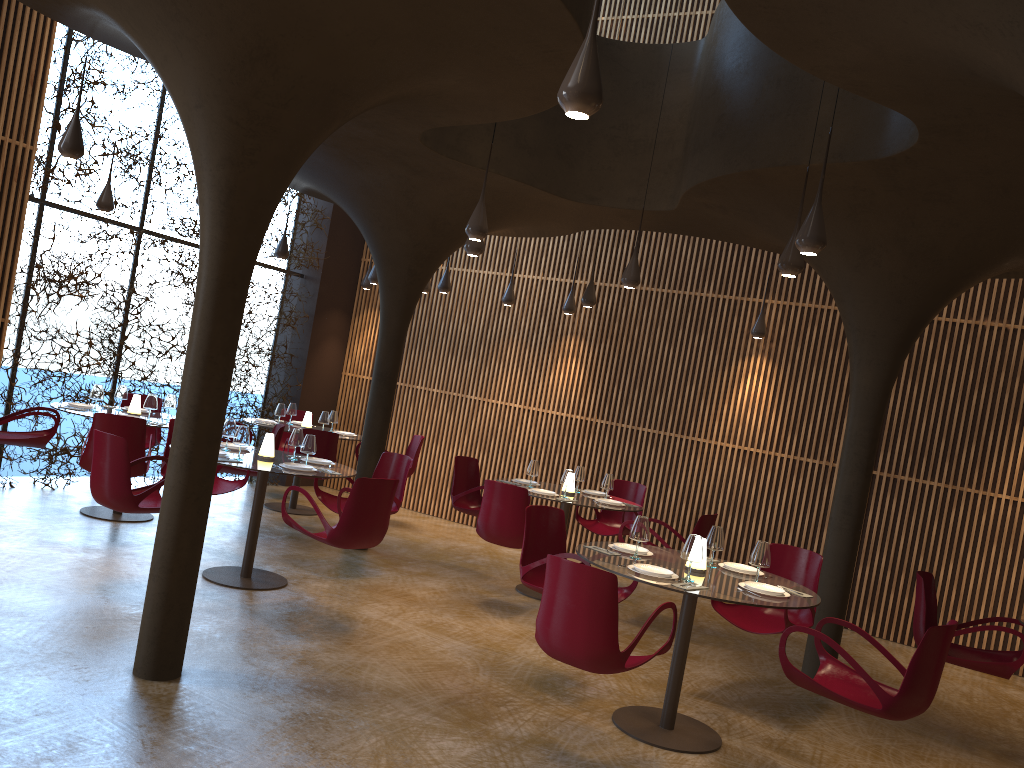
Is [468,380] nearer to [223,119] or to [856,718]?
[856,718]

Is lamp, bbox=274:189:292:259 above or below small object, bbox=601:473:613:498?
above

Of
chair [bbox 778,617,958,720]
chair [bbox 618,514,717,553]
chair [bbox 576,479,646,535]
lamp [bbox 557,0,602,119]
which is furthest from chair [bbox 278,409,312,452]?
lamp [bbox 557,0,602,119]

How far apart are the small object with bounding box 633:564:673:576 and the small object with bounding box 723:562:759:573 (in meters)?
0.83

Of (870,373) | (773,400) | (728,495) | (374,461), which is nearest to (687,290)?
(773,400)

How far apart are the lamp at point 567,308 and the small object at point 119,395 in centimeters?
577cm

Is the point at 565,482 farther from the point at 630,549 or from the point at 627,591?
the point at 630,549

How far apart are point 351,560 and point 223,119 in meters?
5.7

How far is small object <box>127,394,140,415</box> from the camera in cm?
980

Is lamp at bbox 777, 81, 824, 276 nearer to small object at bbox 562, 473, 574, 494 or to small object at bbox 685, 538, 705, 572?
small object at bbox 685, 538, 705, 572
